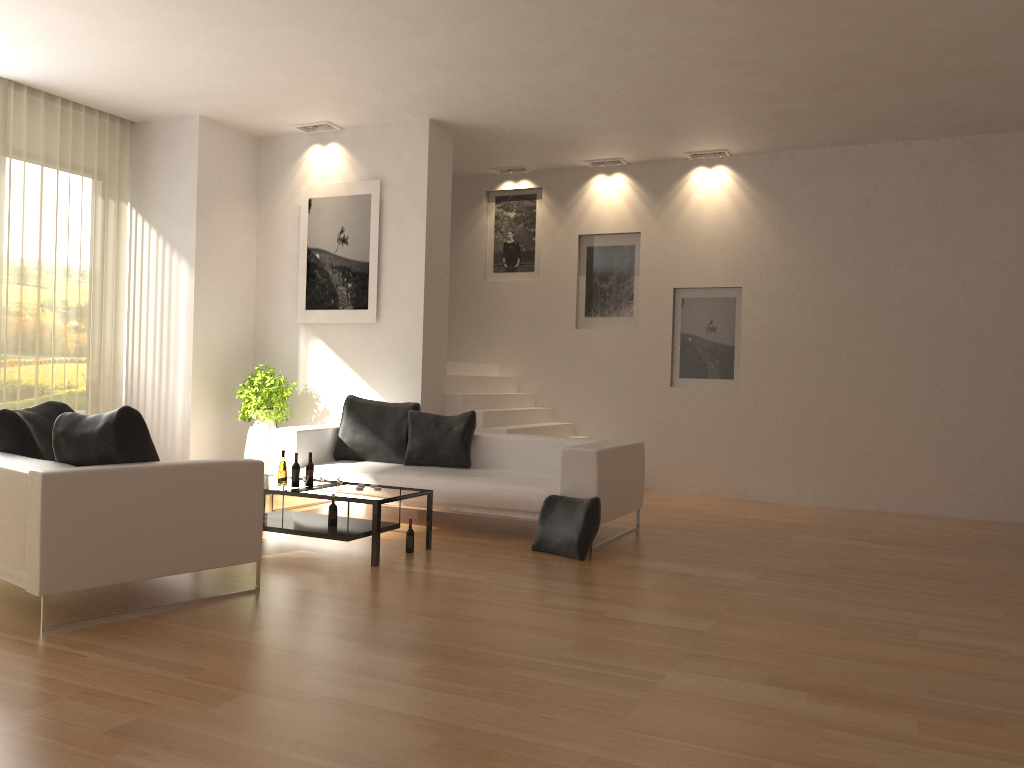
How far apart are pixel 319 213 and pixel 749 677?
6.9m

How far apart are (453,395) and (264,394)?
1.9 meters

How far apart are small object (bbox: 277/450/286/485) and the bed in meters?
1.0 m

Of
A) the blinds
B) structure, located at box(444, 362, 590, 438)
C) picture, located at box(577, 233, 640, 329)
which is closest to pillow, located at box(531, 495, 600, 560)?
structure, located at box(444, 362, 590, 438)

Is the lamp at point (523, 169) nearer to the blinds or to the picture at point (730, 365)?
the picture at point (730, 365)

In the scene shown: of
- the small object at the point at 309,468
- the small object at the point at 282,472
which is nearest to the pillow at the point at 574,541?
the small object at the point at 309,468

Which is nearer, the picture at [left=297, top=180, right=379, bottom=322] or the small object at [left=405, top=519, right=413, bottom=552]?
the small object at [left=405, top=519, right=413, bottom=552]

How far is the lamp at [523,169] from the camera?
10.7 meters

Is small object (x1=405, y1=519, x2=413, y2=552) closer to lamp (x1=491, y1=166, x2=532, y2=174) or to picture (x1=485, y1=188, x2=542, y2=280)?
picture (x1=485, y1=188, x2=542, y2=280)

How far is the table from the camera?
5.82m
